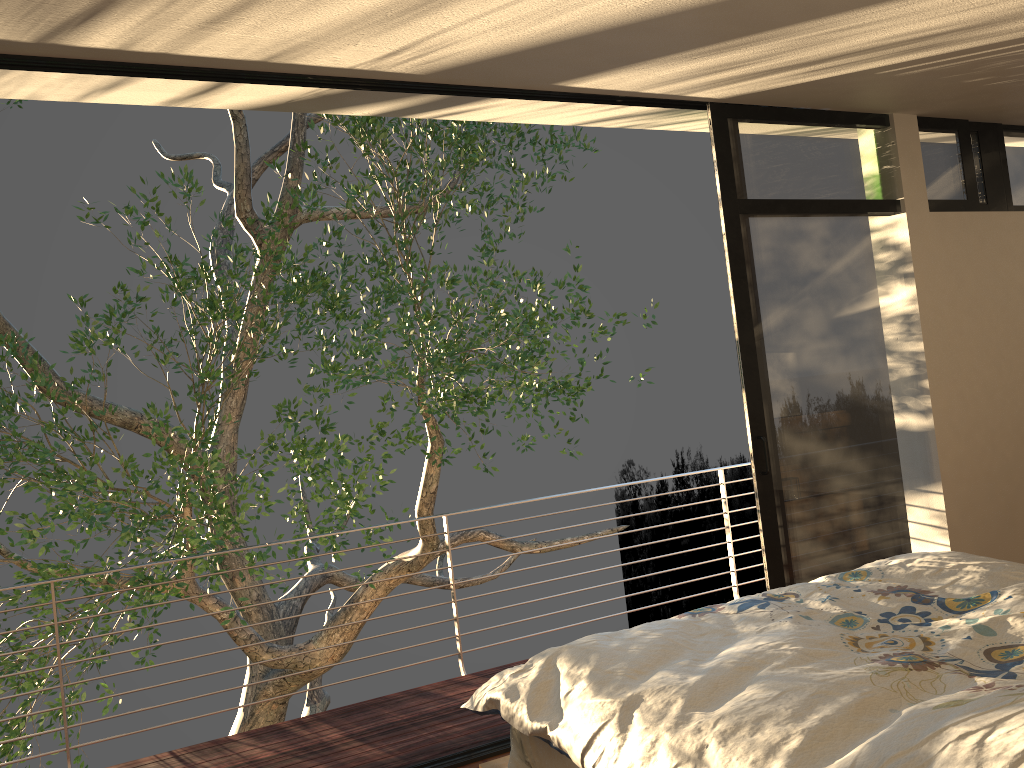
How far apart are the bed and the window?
0.92m

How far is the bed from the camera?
1.5m

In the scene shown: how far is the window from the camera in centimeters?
384cm

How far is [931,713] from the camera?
1.5 meters

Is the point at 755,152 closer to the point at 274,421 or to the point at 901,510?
the point at 901,510

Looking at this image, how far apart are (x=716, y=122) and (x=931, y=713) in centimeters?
291cm

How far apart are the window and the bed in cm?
92

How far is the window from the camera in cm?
384

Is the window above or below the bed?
above

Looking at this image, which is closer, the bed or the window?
the bed
